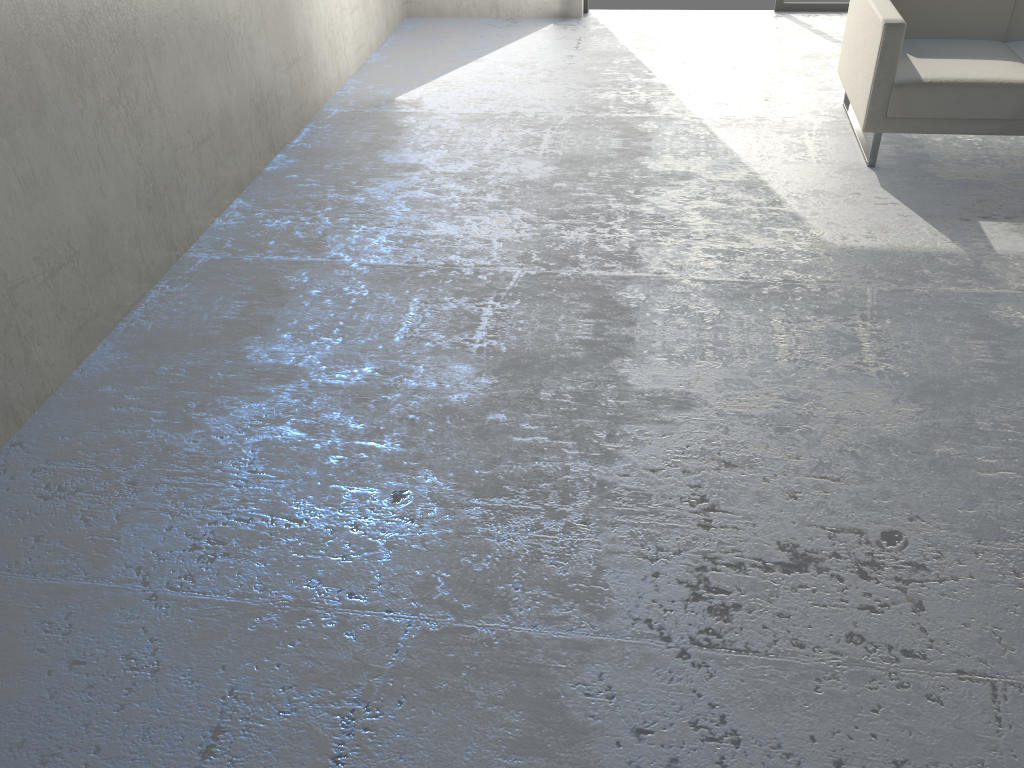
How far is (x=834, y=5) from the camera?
5.7m

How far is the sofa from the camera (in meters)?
3.53

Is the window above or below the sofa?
below

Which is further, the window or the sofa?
the window

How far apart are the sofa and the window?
1.8 meters

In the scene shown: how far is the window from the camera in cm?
574

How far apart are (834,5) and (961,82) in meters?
2.6

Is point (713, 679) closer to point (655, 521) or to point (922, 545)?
point (655, 521)

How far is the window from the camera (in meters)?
5.74
